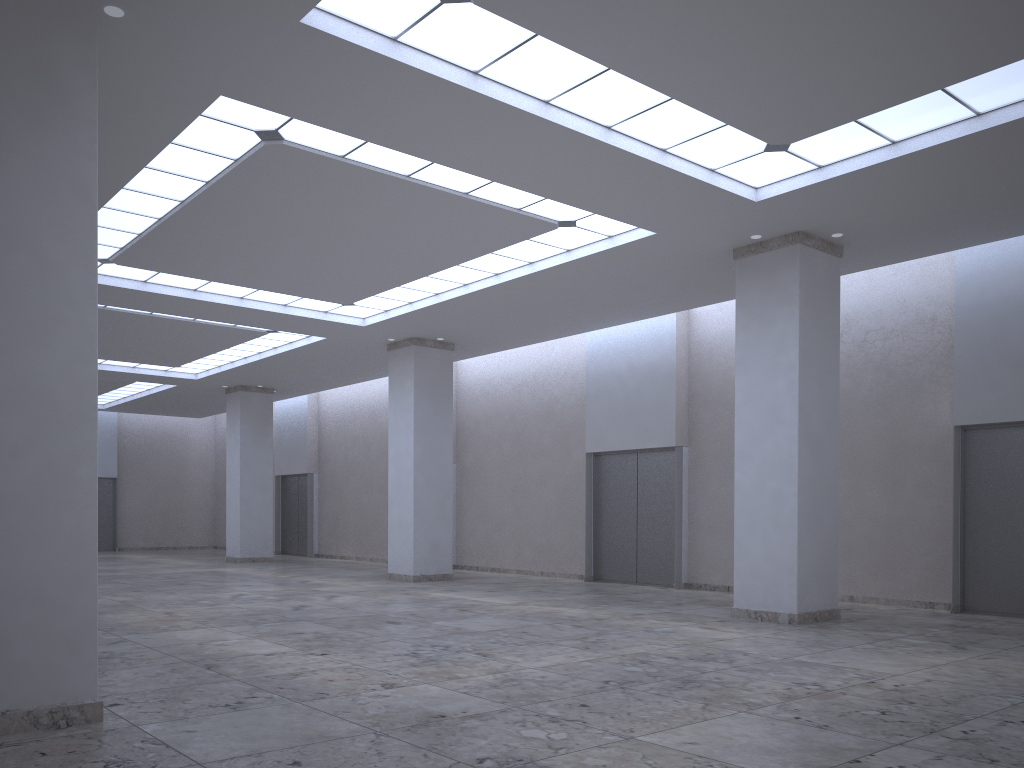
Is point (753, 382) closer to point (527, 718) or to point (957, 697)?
point (957, 697)
